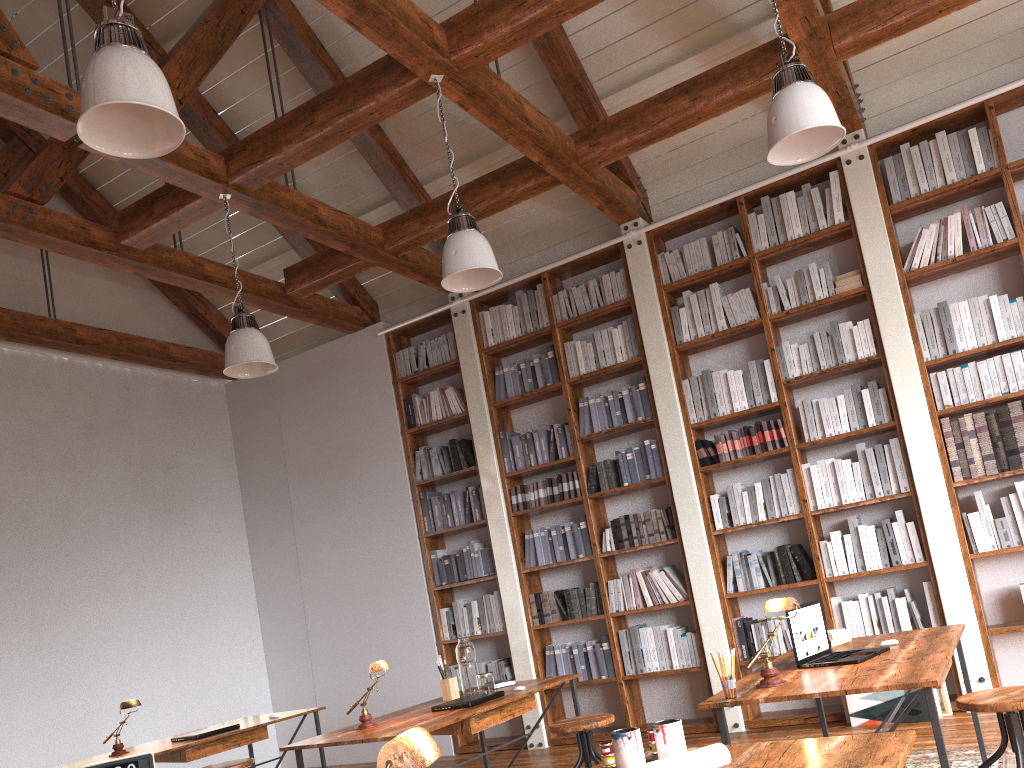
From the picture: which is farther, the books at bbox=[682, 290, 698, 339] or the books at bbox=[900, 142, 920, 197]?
the books at bbox=[682, 290, 698, 339]

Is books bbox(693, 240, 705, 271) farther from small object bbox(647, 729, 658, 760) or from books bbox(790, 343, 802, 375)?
small object bbox(647, 729, 658, 760)

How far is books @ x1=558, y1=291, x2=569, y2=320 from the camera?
6.6 meters

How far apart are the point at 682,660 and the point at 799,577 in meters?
1.0

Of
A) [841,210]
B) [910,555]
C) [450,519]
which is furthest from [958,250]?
[450,519]

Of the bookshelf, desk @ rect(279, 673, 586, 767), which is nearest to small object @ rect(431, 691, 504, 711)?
desk @ rect(279, 673, 586, 767)

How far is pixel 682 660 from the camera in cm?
586

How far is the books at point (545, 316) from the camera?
6.7 meters

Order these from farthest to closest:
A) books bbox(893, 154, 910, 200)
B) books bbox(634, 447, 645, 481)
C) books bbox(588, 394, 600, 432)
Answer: books bbox(588, 394, 600, 432) < books bbox(634, 447, 645, 481) < books bbox(893, 154, 910, 200)

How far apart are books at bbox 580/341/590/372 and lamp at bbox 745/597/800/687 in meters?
3.6
